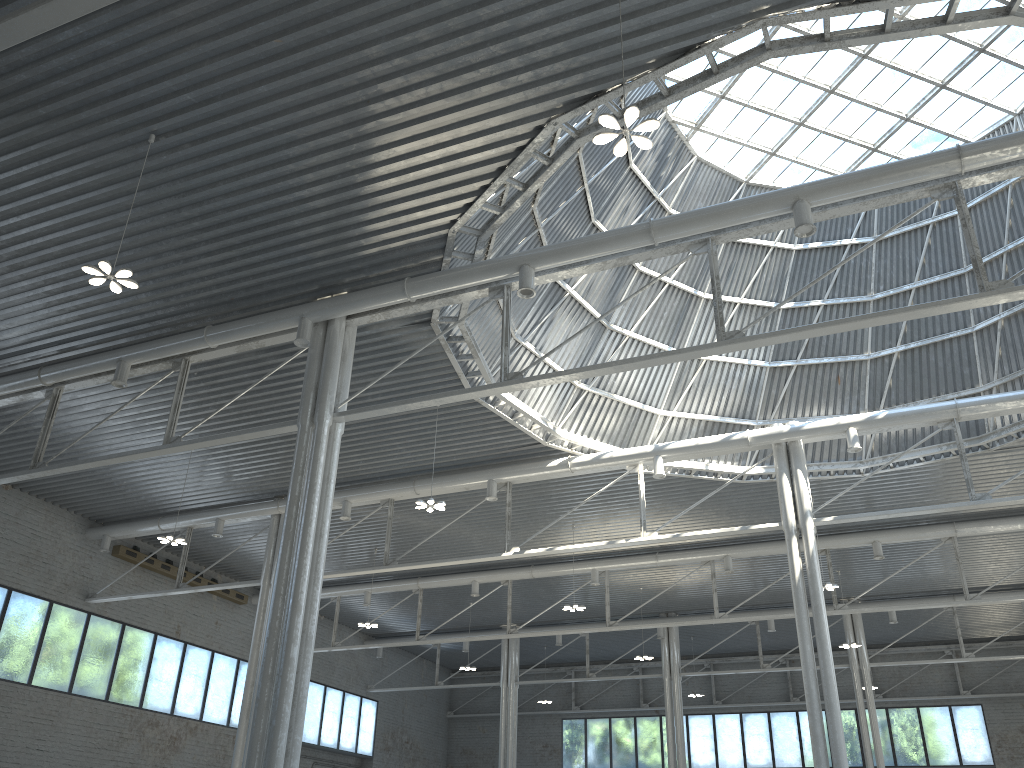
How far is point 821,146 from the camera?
35.1 meters

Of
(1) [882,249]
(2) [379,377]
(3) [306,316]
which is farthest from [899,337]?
(3) [306,316]
